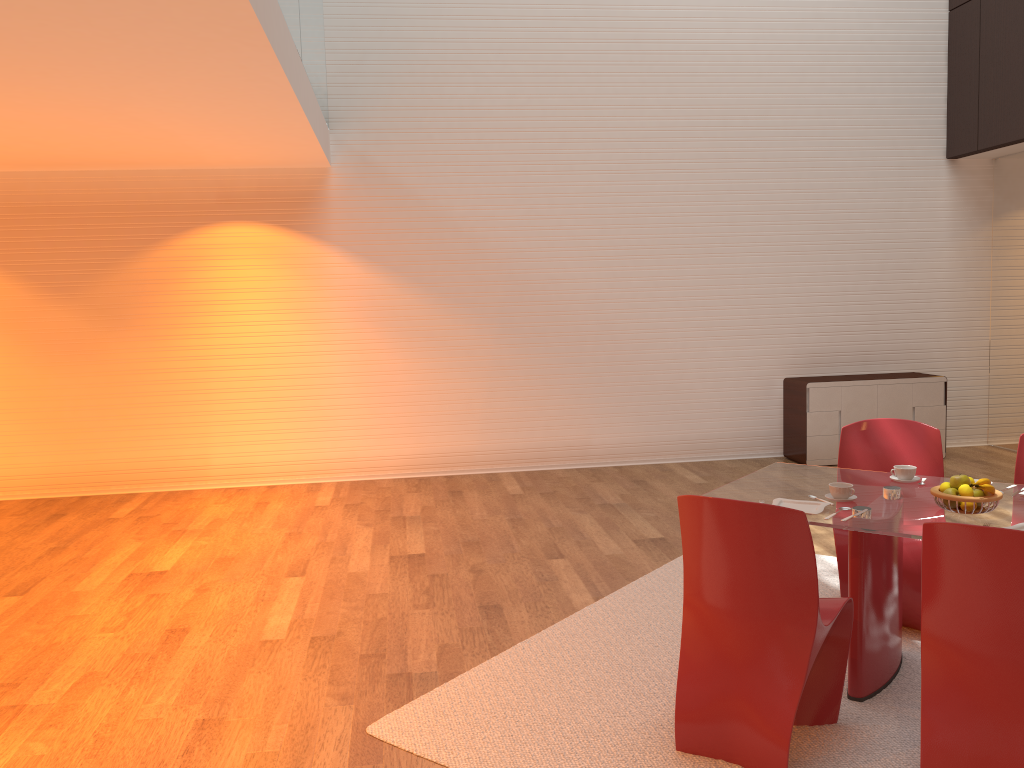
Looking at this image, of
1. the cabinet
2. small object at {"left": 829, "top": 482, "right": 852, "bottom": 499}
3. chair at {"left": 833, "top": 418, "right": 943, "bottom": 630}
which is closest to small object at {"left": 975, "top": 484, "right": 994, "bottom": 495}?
small object at {"left": 829, "top": 482, "right": 852, "bottom": 499}

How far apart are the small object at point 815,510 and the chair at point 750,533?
0.3 meters

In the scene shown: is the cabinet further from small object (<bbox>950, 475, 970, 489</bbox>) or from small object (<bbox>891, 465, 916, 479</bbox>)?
small object (<bbox>950, 475, 970, 489</bbox>)

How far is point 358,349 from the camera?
7.68m

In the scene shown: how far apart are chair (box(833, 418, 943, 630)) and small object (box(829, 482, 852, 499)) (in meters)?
0.61

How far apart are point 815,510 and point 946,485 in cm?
48

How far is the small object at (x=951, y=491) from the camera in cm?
320

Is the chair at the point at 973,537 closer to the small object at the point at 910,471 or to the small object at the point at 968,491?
the small object at the point at 968,491

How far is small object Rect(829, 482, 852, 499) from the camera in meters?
3.4 m

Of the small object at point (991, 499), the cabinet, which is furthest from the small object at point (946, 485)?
the cabinet
